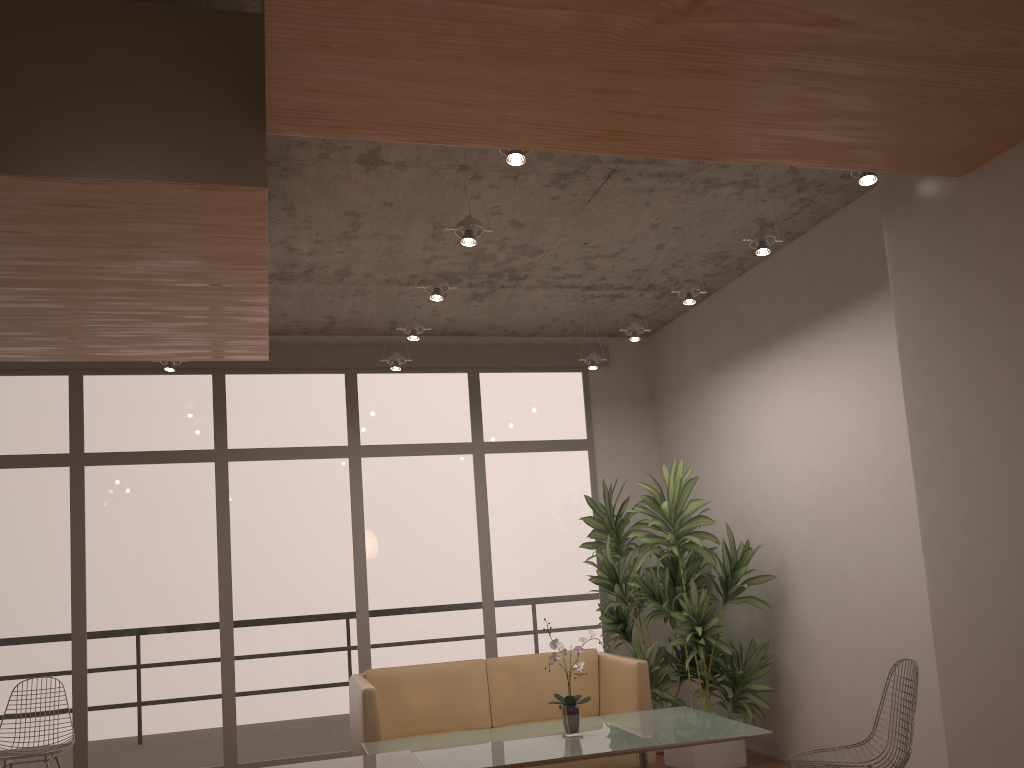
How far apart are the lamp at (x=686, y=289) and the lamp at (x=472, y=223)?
1.6 meters

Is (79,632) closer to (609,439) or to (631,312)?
(609,439)

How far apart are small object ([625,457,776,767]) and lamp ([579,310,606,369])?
1.1m

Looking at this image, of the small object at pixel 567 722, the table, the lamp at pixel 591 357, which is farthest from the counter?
the lamp at pixel 591 357

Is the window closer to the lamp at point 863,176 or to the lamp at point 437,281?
the lamp at point 437,281

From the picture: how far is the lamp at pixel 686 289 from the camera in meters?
5.3 m

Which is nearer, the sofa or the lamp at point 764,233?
the lamp at point 764,233

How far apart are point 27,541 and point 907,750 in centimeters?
577cm

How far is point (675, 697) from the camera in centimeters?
634cm

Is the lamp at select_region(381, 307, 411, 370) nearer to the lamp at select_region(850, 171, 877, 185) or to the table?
the table
